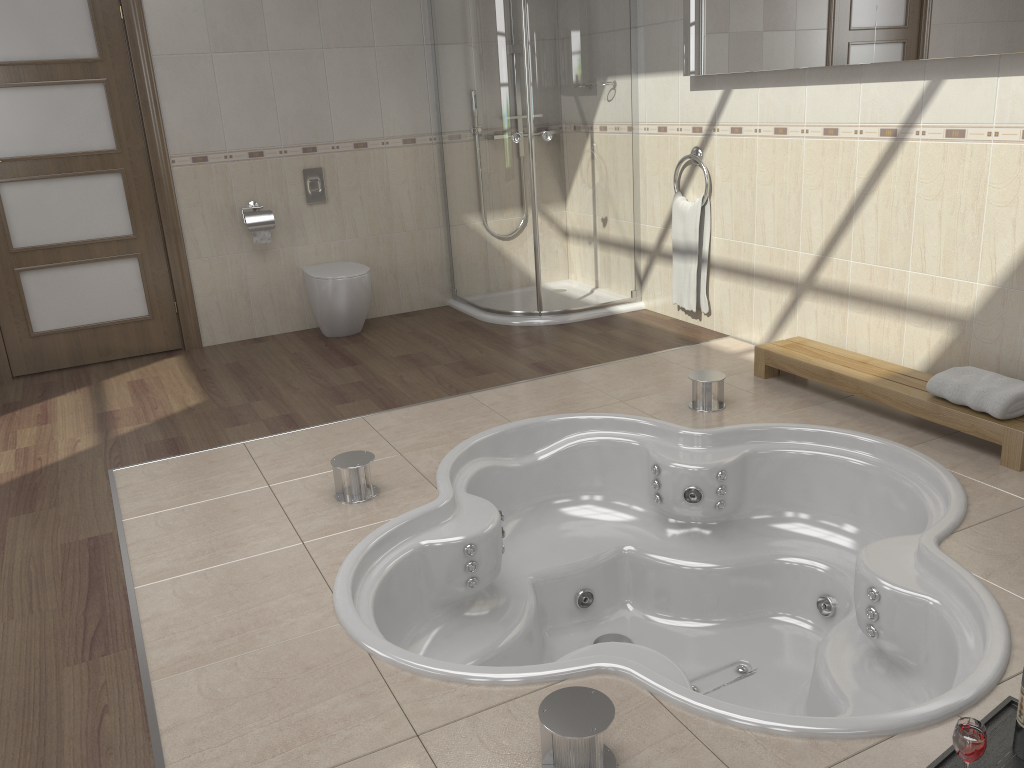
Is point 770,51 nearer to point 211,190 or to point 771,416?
point 771,416

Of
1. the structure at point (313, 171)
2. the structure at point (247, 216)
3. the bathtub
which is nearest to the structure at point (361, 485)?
the bathtub

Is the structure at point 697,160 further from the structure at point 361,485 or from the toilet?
the structure at point 361,485

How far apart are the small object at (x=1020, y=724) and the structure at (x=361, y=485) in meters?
2.0 m

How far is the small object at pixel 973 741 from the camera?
1.6 meters

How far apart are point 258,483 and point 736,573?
1.8 meters

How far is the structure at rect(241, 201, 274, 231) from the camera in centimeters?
489cm

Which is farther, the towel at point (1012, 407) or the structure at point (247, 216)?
the structure at point (247, 216)

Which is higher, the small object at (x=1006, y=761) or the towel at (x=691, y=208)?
the towel at (x=691, y=208)

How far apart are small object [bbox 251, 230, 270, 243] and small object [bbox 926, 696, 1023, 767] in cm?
420
